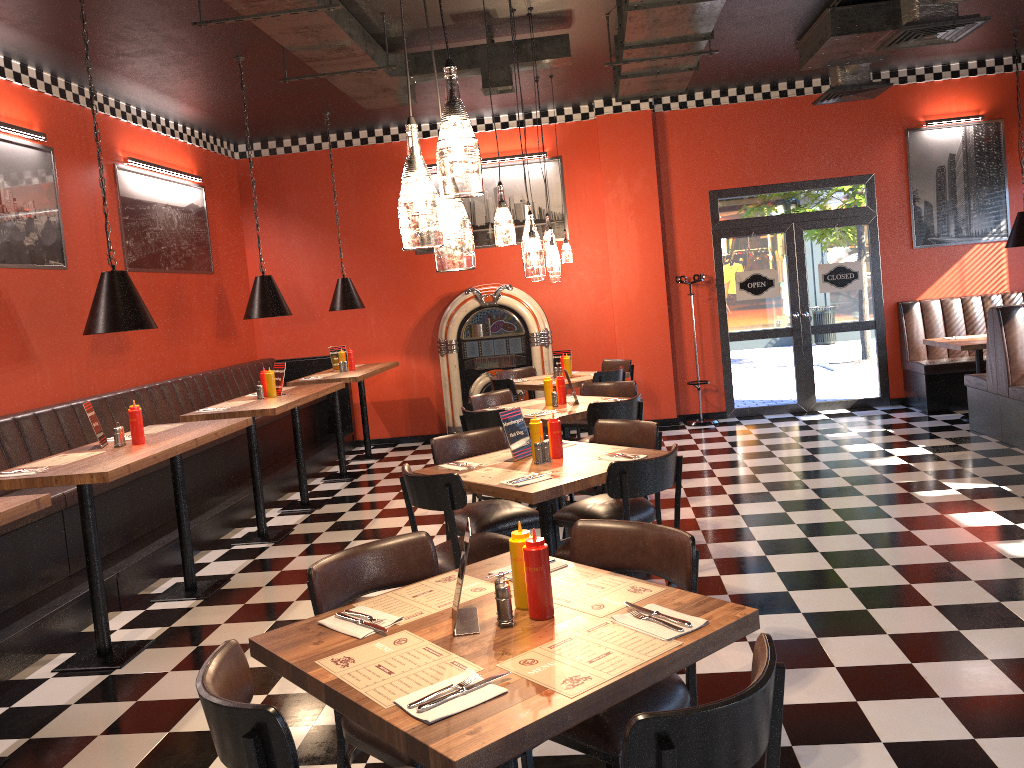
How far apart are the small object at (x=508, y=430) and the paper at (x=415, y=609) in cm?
179

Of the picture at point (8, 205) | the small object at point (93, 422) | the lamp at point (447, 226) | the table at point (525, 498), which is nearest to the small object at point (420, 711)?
the lamp at point (447, 226)

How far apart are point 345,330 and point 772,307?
4.9m

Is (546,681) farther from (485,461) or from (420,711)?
(485,461)

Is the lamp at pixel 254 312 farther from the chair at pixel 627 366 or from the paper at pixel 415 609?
the paper at pixel 415 609

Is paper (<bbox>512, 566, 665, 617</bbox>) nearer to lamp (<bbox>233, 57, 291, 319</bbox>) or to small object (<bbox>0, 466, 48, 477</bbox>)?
small object (<bbox>0, 466, 48, 477</bbox>)

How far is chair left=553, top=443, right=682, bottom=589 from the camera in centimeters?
387cm

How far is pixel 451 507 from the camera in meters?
4.0 m

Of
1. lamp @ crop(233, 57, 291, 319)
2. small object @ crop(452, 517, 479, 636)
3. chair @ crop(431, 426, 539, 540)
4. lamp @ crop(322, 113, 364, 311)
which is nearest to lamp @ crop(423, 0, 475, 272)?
small object @ crop(452, 517, 479, 636)

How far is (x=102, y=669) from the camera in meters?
4.4 m
